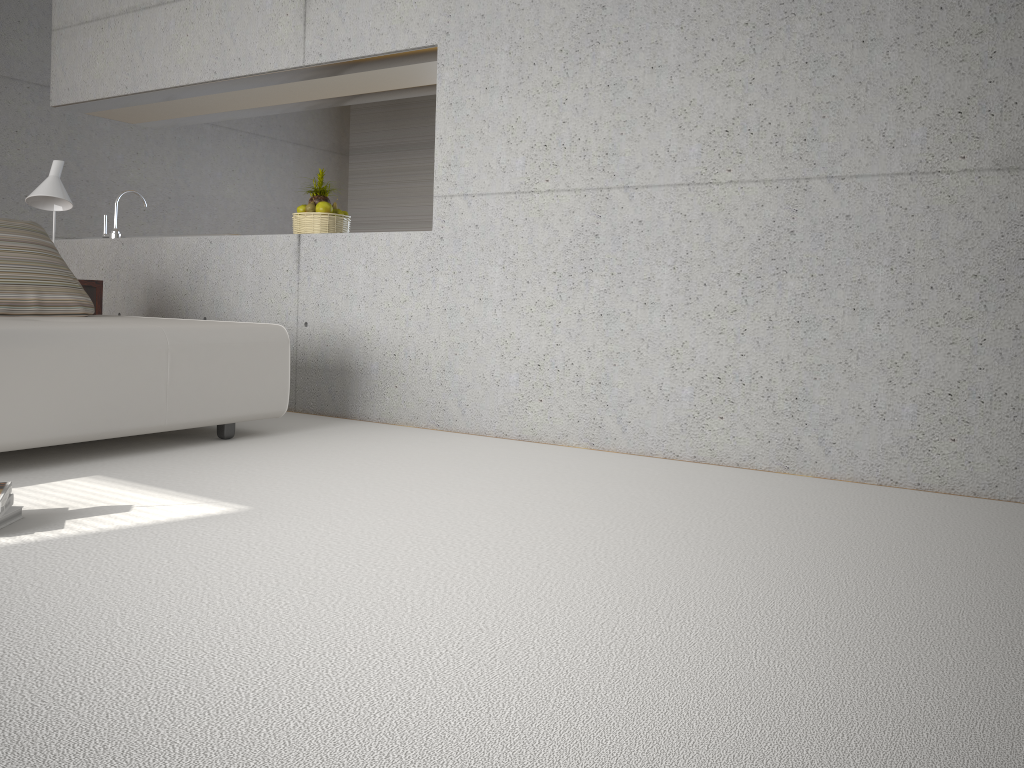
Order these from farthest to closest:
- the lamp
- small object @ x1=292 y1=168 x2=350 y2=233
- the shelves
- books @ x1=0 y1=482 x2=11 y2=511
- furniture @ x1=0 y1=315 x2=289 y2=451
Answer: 1. small object @ x1=292 y1=168 x2=350 y2=233
2. the shelves
3. the lamp
4. furniture @ x1=0 y1=315 x2=289 y2=451
5. books @ x1=0 y1=482 x2=11 y2=511

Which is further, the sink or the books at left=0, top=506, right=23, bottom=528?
→ the sink

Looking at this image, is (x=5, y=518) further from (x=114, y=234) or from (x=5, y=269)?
(x=114, y=234)

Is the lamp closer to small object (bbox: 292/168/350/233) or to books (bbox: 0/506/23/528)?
small object (bbox: 292/168/350/233)

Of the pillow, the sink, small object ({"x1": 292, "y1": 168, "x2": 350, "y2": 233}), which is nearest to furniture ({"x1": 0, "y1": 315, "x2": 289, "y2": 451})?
the pillow

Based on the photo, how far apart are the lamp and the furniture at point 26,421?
1.0m

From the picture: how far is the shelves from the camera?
4.99m

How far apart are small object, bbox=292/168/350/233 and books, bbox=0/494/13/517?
3.0m

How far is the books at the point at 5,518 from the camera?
2.5m

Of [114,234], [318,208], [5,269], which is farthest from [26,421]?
[114,234]
